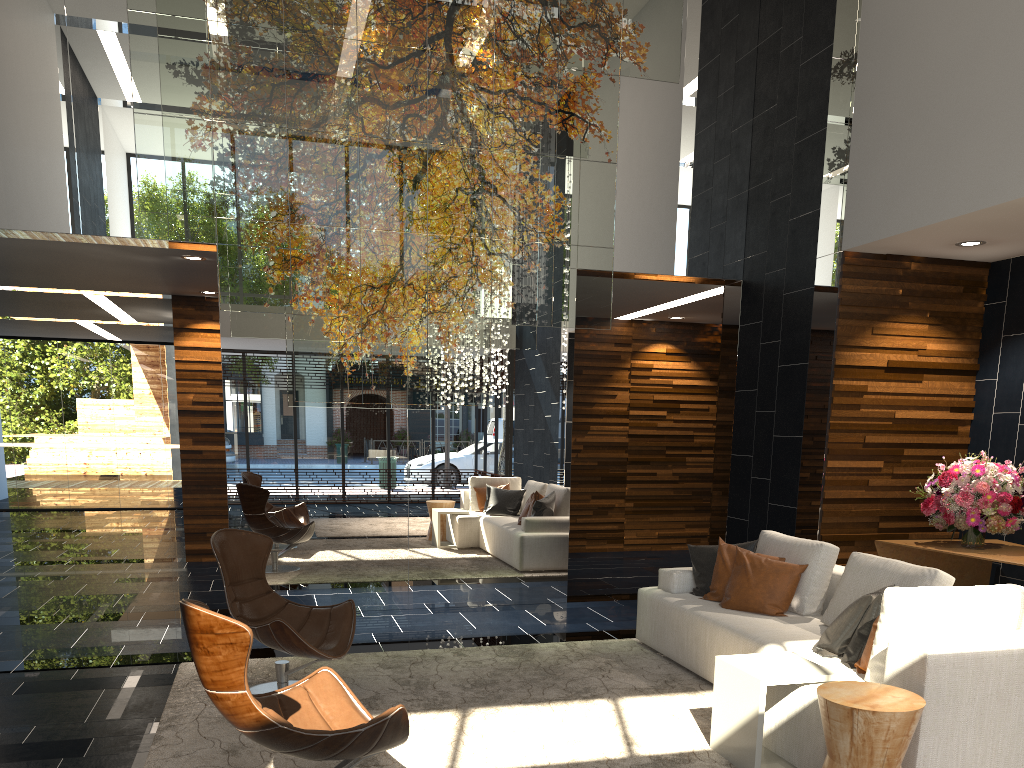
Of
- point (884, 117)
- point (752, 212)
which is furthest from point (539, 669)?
point (752, 212)

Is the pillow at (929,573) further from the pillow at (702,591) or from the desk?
the desk

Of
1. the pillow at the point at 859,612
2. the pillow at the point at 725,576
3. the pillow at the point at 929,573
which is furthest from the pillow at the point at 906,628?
the pillow at the point at 725,576

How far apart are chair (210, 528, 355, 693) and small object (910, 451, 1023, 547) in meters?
4.0 m

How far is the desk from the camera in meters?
5.6

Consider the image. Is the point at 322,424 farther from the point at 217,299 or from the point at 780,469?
the point at 780,469

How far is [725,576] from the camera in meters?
5.4 m

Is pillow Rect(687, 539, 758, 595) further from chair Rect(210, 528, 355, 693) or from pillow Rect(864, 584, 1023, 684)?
chair Rect(210, 528, 355, 693)

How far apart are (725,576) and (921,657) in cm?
211

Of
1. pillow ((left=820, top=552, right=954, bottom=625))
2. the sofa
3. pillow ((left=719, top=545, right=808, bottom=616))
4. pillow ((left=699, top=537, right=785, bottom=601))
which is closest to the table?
the sofa
